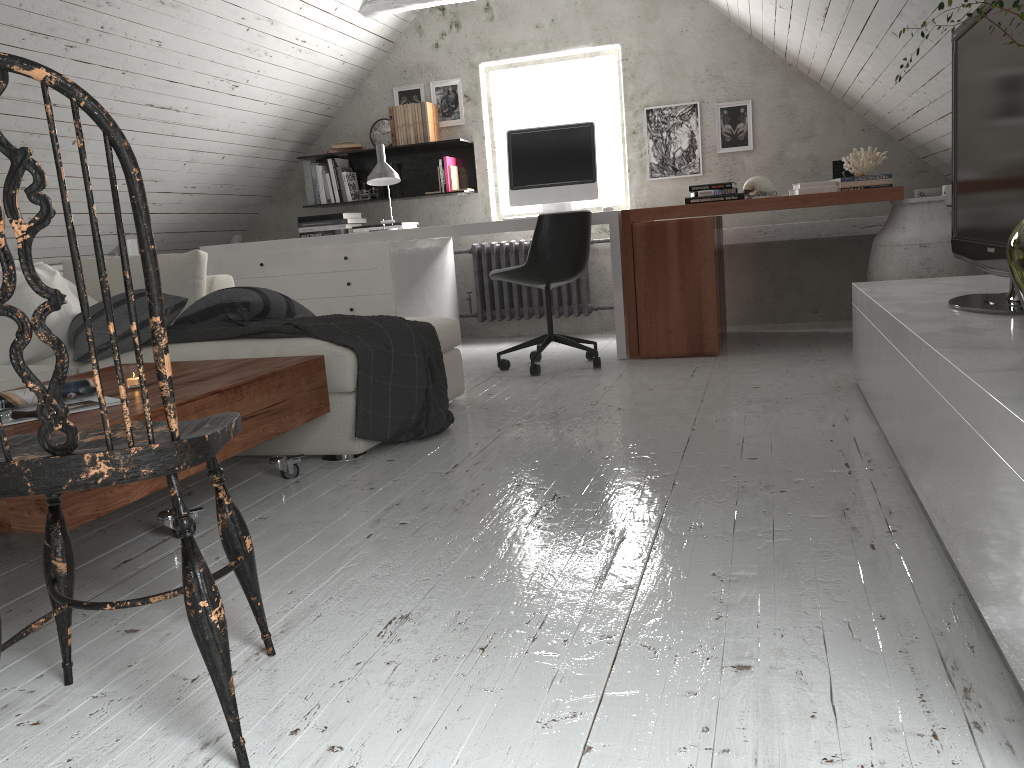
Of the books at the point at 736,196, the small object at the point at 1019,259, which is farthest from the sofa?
the small object at the point at 1019,259

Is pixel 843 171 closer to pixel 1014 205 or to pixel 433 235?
pixel 433 235

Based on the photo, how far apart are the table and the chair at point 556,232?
1.7m

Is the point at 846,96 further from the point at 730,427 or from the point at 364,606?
the point at 364,606

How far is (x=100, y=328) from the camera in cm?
308

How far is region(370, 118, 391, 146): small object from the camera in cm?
586

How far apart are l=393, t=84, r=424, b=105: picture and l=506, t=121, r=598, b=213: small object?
1.3m

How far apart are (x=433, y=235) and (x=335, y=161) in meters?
1.5

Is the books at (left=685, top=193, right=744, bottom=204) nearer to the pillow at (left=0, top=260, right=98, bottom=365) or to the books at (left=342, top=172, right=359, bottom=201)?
the books at (left=342, top=172, right=359, bottom=201)

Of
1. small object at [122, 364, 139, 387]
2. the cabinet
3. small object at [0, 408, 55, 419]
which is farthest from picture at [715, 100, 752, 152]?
small object at [0, 408, 55, 419]
